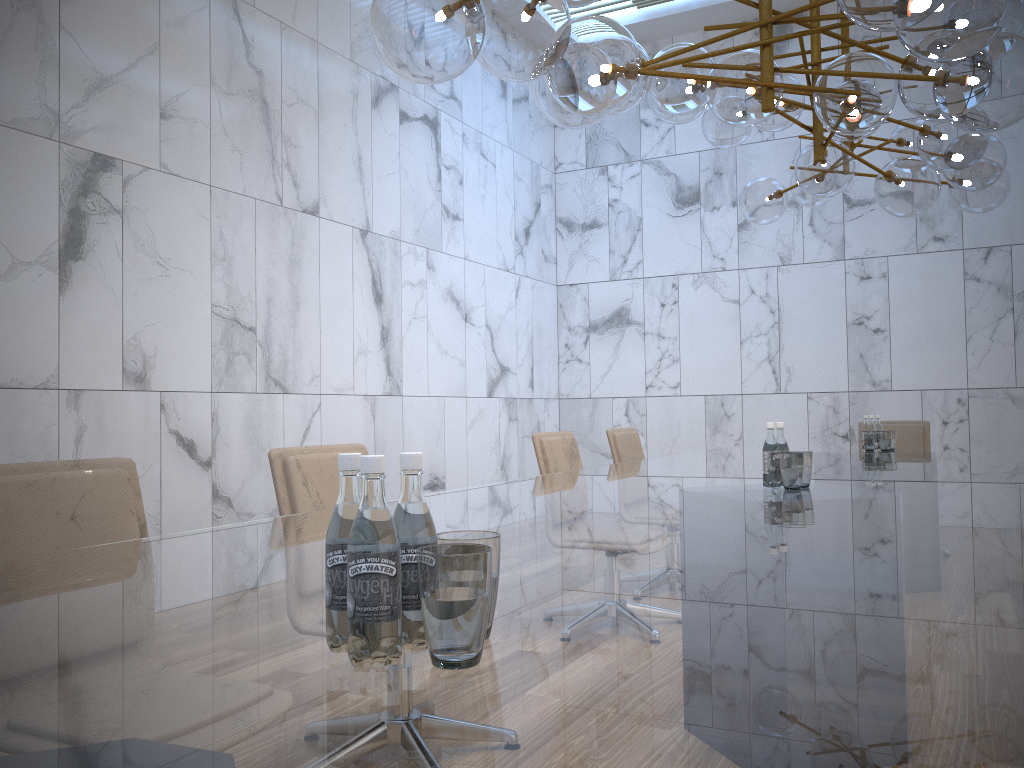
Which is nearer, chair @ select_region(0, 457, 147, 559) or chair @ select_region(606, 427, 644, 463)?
chair @ select_region(0, 457, 147, 559)

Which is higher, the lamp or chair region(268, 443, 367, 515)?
the lamp

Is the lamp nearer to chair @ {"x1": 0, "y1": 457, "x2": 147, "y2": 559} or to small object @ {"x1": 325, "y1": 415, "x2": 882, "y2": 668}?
small object @ {"x1": 325, "y1": 415, "x2": 882, "y2": 668}

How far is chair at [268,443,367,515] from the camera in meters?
2.7

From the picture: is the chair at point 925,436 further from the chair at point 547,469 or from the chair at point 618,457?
the chair at point 547,469

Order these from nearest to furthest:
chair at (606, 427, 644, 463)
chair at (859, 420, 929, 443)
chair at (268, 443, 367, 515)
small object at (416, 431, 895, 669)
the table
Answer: the table → small object at (416, 431, 895, 669) → chair at (268, 443, 367, 515) → chair at (606, 427, 644, 463) → chair at (859, 420, 929, 443)

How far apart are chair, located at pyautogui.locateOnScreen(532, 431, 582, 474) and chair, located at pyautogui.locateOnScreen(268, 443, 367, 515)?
1.4m

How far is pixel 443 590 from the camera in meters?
0.9

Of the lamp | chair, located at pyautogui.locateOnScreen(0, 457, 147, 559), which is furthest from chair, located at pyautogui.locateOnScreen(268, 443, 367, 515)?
the lamp

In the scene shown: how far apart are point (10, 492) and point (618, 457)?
3.7 meters
